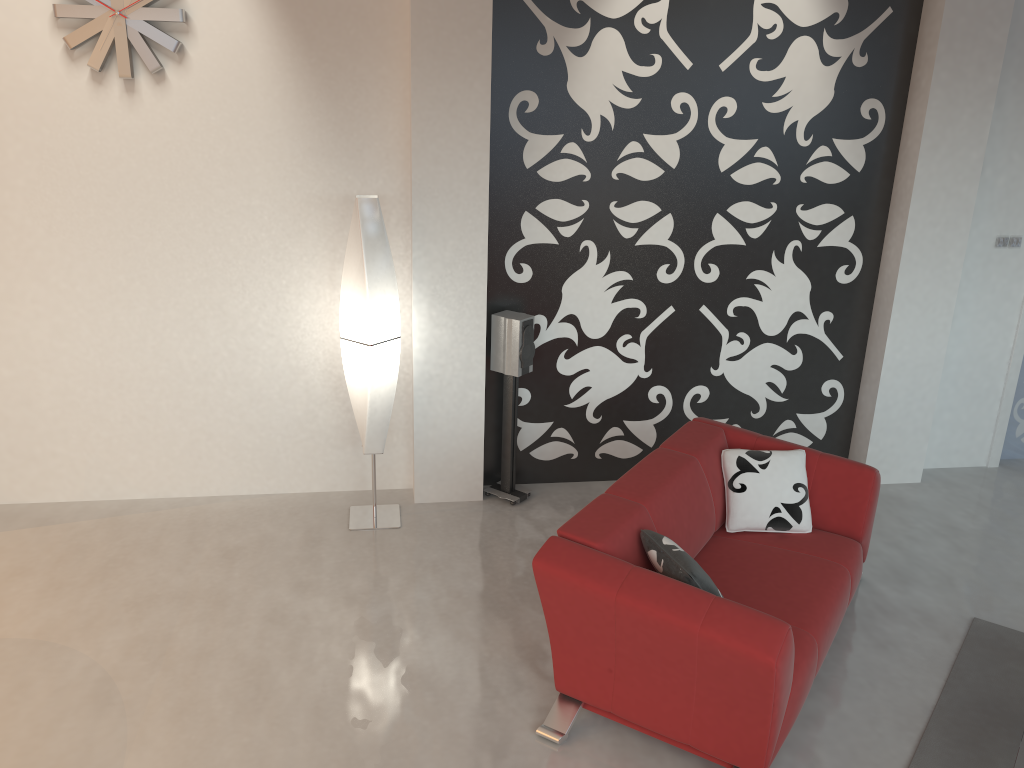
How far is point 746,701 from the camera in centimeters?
295cm

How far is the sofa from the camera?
3.0 meters

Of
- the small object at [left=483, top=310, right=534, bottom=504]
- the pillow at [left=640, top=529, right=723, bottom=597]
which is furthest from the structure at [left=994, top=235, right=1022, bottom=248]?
the pillow at [left=640, top=529, right=723, bottom=597]

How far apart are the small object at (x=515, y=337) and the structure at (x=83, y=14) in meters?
2.1

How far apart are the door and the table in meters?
3.4

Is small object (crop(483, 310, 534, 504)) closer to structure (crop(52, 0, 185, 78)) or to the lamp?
the lamp

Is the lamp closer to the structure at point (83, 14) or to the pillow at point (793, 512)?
the structure at point (83, 14)

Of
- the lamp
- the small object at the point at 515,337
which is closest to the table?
the small object at the point at 515,337

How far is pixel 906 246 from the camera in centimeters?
509cm

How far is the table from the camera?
2.9m
